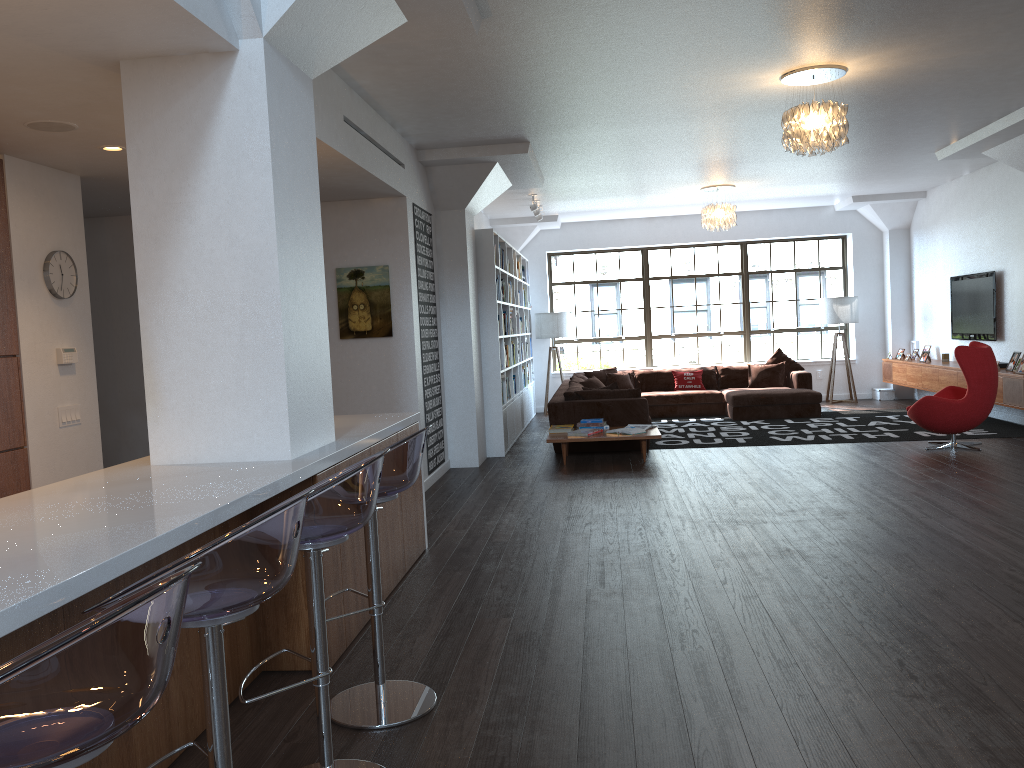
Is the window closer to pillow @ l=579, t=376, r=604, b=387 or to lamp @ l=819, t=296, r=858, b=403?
lamp @ l=819, t=296, r=858, b=403

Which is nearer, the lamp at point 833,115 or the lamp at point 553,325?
the lamp at point 833,115

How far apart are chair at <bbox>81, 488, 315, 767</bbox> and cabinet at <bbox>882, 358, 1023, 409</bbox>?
8.89m

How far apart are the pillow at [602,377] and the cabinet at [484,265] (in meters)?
0.89

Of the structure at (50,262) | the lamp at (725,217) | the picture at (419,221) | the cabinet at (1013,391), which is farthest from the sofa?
the structure at (50,262)

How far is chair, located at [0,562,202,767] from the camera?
1.09m

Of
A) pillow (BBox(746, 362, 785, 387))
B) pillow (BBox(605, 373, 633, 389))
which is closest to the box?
pillow (BBox(746, 362, 785, 387))

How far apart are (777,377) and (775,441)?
3.2 meters

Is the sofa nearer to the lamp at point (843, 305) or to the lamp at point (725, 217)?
the lamp at point (843, 305)

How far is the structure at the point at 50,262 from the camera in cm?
543
